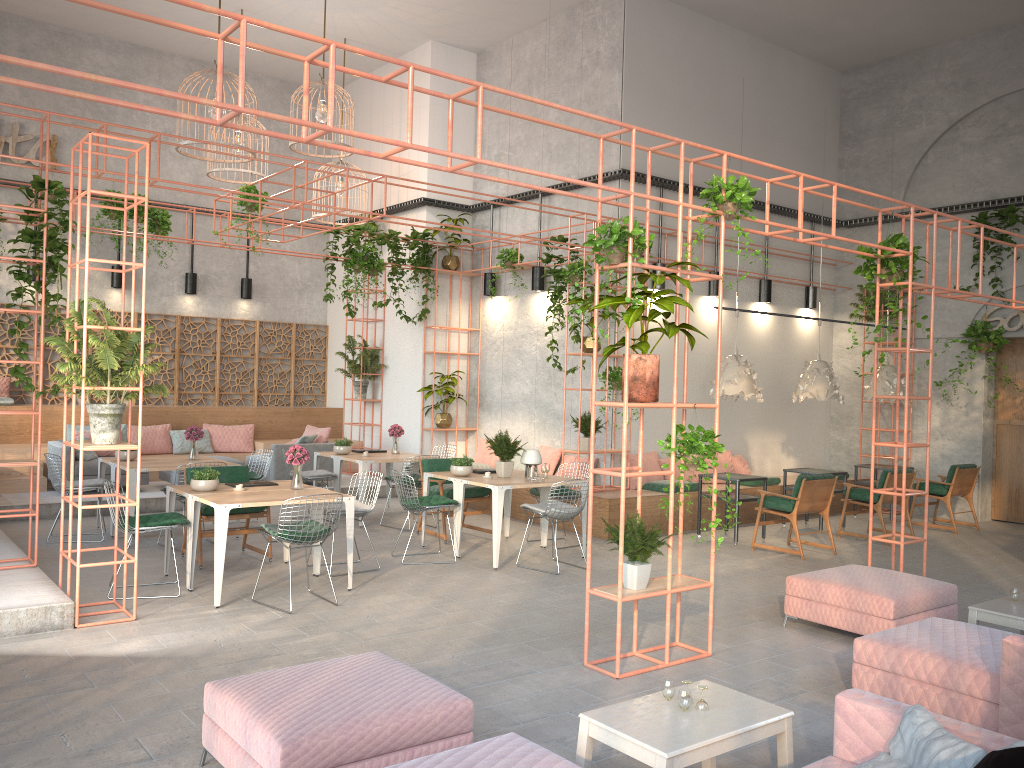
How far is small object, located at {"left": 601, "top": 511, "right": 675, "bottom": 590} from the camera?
5.85m

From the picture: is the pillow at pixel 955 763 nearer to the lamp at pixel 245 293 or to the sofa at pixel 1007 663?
the sofa at pixel 1007 663

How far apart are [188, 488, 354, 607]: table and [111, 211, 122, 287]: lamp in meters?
8.2 m

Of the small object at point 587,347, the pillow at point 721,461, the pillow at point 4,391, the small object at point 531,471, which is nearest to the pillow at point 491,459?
the small object at point 587,347

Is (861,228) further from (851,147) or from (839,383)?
(839,383)

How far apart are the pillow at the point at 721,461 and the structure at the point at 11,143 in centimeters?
1132cm

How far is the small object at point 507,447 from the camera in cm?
951

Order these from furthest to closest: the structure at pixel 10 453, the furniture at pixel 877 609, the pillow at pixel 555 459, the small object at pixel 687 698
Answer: the pillow at pixel 555 459 < the structure at pixel 10 453 < the furniture at pixel 877 609 < the small object at pixel 687 698

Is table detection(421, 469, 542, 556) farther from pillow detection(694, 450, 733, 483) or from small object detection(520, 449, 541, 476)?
pillow detection(694, 450, 733, 483)

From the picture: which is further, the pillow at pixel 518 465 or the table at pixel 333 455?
the pillow at pixel 518 465
